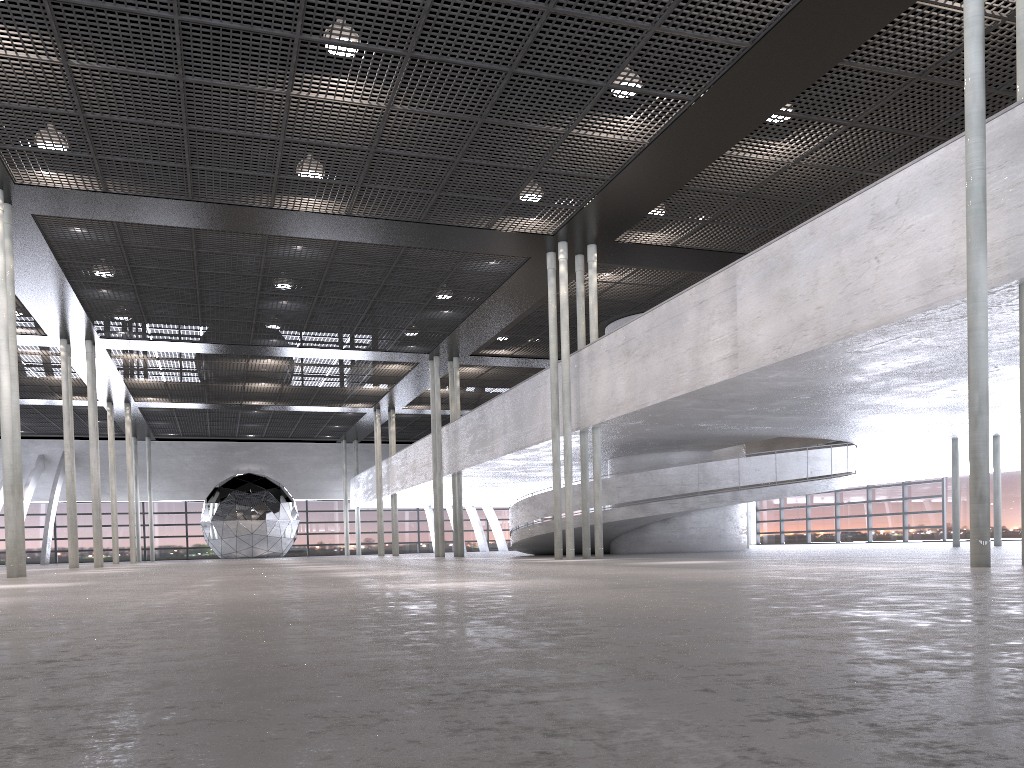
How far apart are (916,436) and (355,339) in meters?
14.6

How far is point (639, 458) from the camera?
21.82m
